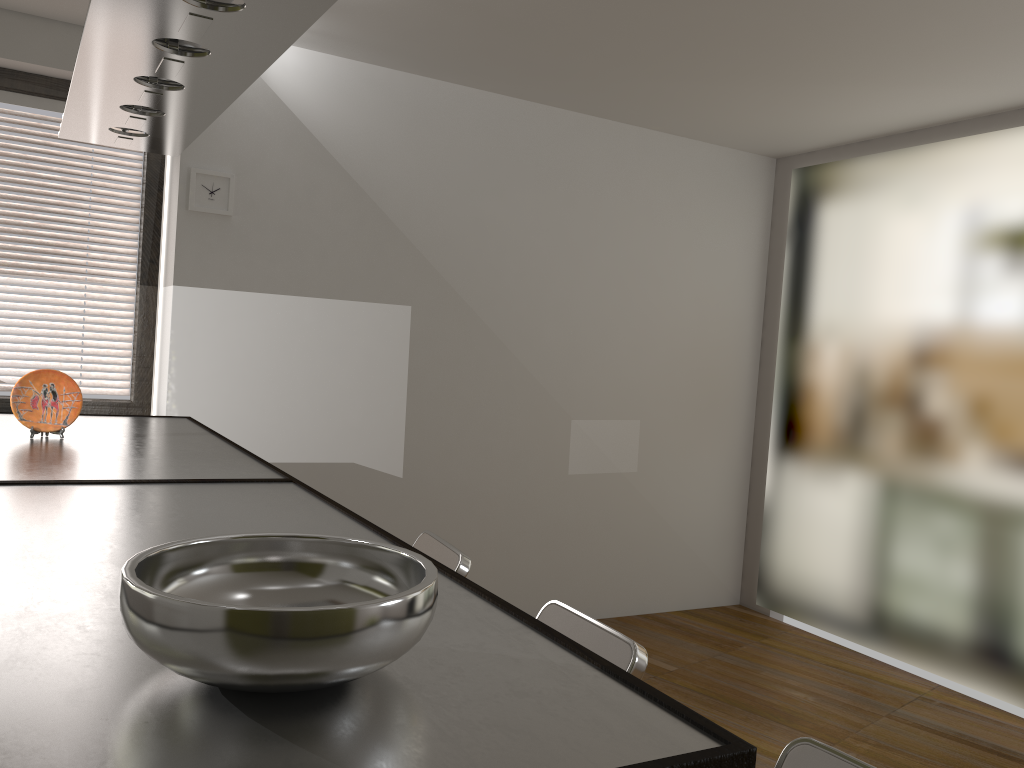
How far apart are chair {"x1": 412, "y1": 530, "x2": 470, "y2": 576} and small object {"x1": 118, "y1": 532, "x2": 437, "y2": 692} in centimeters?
161cm

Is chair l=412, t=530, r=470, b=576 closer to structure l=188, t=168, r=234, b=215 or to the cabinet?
the cabinet

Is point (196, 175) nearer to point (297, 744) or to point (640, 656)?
point (640, 656)

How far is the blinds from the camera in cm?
369

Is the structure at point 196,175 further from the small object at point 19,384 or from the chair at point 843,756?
the chair at point 843,756

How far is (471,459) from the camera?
4.5m

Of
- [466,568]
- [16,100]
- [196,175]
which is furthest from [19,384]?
[16,100]

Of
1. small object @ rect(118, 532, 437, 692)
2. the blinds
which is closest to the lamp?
small object @ rect(118, 532, 437, 692)

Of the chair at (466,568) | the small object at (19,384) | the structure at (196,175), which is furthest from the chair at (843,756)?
the structure at (196,175)

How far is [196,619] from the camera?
0.75m
